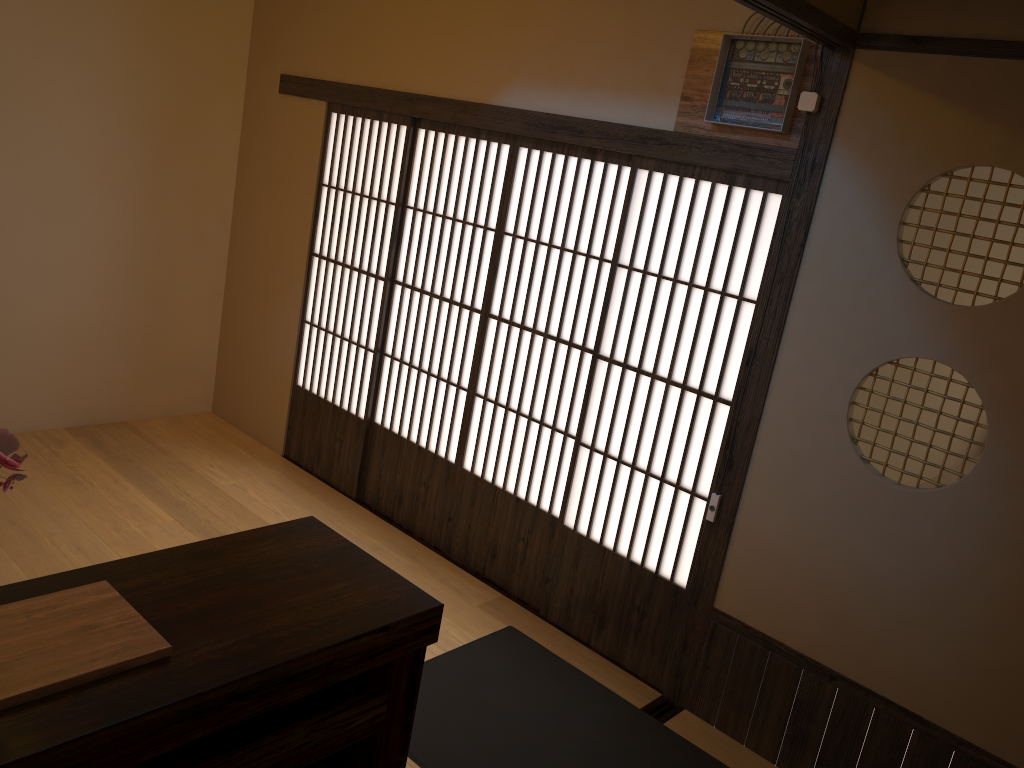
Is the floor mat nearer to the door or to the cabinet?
the door

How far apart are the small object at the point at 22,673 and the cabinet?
0.0 meters

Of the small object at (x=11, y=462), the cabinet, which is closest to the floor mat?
the cabinet

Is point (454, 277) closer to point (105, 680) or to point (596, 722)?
point (596, 722)

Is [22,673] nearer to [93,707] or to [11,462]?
[93,707]

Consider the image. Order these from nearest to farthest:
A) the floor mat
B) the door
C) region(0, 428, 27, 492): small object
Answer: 1. region(0, 428, 27, 492): small object
2. the floor mat
3. the door

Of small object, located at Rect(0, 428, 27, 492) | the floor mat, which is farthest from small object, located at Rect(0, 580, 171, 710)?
the floor mat

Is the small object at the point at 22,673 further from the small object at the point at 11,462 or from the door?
the door

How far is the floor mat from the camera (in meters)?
3.00

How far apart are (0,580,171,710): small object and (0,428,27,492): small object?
0.30m
